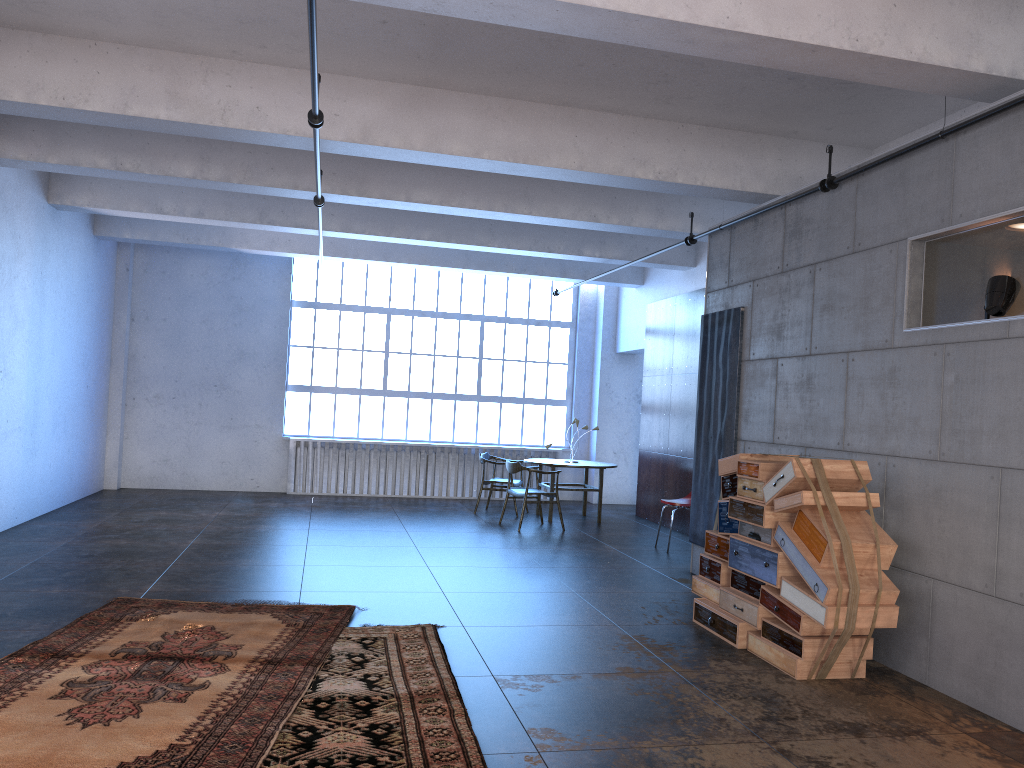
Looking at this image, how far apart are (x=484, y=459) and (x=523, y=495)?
1.53m

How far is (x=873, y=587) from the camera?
5.0 meters

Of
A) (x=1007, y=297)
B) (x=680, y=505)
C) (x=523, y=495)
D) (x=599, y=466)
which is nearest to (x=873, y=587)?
(x=1007, y=297)

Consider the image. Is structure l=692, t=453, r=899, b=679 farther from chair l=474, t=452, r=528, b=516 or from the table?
chair l=474, t=452, r=528, b=516

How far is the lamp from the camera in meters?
4.8 m

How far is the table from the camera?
11.78m

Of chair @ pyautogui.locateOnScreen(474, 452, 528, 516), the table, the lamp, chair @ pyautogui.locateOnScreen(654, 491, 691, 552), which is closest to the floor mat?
the lamp

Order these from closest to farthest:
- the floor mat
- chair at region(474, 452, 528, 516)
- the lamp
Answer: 1. the floor mat
2. the lamp
3. chair at region(474, 452, 528, 516)

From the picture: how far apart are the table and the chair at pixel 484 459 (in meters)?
0.52

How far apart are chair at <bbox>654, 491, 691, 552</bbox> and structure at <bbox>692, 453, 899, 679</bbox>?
3.1m
